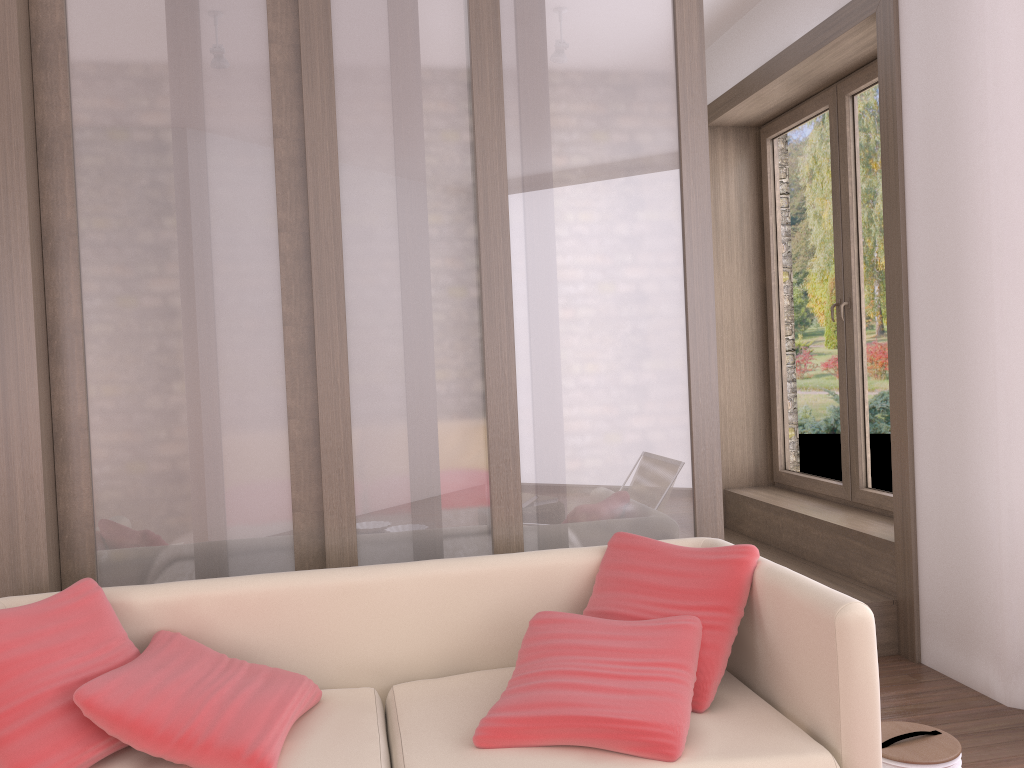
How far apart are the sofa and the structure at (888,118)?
1.4m

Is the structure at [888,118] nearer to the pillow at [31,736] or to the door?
the door

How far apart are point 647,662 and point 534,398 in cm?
101

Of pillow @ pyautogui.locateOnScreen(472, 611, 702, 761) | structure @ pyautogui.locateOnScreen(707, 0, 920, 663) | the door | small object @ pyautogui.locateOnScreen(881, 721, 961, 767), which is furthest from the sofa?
the door

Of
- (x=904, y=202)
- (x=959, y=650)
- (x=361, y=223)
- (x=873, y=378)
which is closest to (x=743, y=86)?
(x=904, y=202)

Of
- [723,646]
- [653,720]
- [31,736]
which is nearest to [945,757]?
[723,646]

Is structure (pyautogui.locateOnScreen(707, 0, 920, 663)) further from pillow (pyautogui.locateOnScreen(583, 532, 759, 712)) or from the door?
pillow (pyautogui.locateOnScreen(583, 532, 759, 712))

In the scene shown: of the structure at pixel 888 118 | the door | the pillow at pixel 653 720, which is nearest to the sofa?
the pillow at pixel 653 720

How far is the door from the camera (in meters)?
4.50

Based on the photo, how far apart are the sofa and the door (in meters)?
2.09
